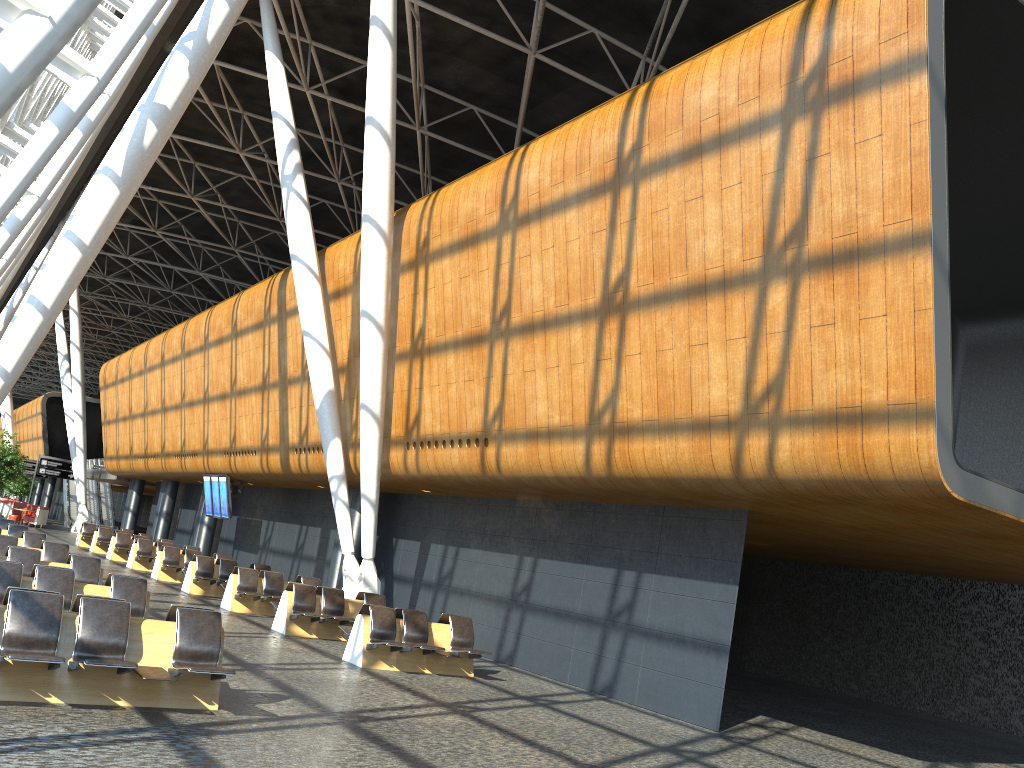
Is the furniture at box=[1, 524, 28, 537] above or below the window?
below

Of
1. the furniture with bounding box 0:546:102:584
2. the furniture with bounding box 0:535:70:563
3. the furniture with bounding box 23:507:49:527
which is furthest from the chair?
the furniture with bounding box 0:546:102:584

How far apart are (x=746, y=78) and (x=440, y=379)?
7.6m

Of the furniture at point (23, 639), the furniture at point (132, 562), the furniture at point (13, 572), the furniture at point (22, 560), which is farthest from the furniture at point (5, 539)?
the furniture at point (132, 562)

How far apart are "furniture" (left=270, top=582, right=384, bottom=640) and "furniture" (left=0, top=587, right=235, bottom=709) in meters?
6.3 m

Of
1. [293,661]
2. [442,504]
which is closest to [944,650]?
[442,504]

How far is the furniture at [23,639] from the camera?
7.0m

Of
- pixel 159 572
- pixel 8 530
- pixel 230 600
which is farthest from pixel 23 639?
pixel 159 572

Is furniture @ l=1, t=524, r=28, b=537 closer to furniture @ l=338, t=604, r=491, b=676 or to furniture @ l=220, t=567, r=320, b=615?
furniture @ l=220, t=567, r=320, b=615

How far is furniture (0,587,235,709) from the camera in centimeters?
702cm
